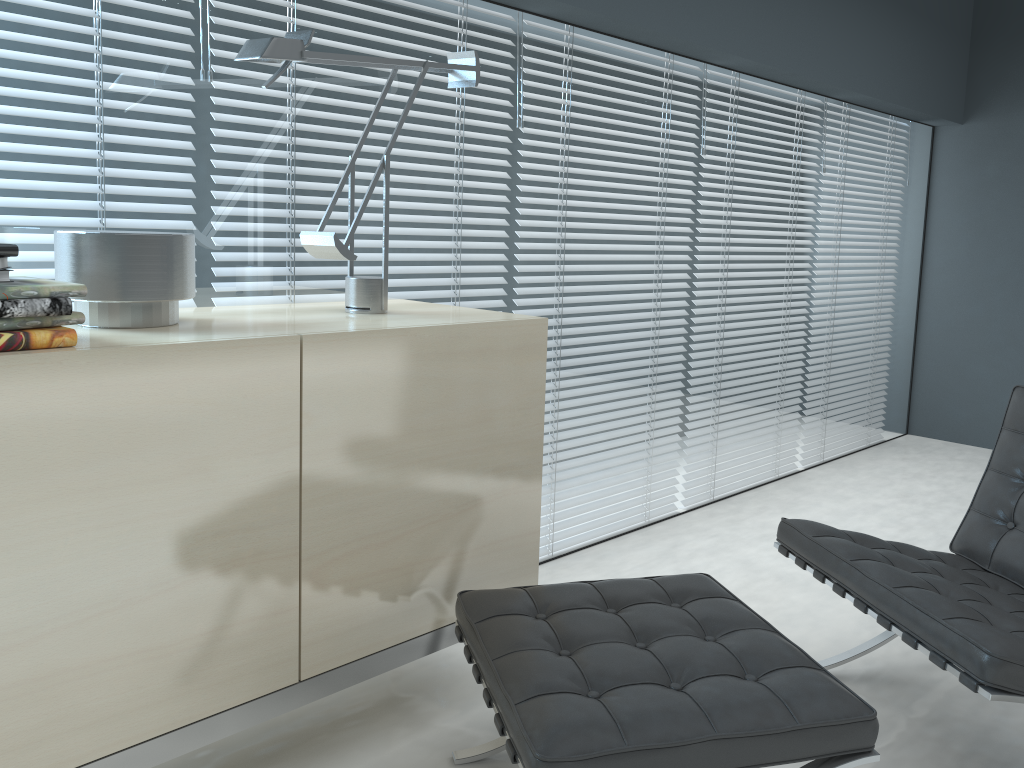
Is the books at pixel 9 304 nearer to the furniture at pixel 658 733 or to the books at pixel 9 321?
the books at pixel 9 321

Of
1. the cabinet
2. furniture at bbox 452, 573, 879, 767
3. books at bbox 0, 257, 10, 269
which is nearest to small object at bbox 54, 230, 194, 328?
the cabinet

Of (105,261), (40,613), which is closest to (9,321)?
(105,261)

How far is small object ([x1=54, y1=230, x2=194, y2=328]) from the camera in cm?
150

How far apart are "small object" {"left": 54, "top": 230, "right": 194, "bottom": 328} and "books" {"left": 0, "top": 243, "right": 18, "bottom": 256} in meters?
0.2 m

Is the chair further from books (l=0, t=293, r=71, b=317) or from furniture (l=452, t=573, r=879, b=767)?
books (l=0, t=293, r=71, b=317)

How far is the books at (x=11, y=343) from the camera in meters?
1.3

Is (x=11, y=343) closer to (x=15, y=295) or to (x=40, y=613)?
(x=15, y=295)

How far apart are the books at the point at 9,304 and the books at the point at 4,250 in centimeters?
11cm

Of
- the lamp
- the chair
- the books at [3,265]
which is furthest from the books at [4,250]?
the chair
